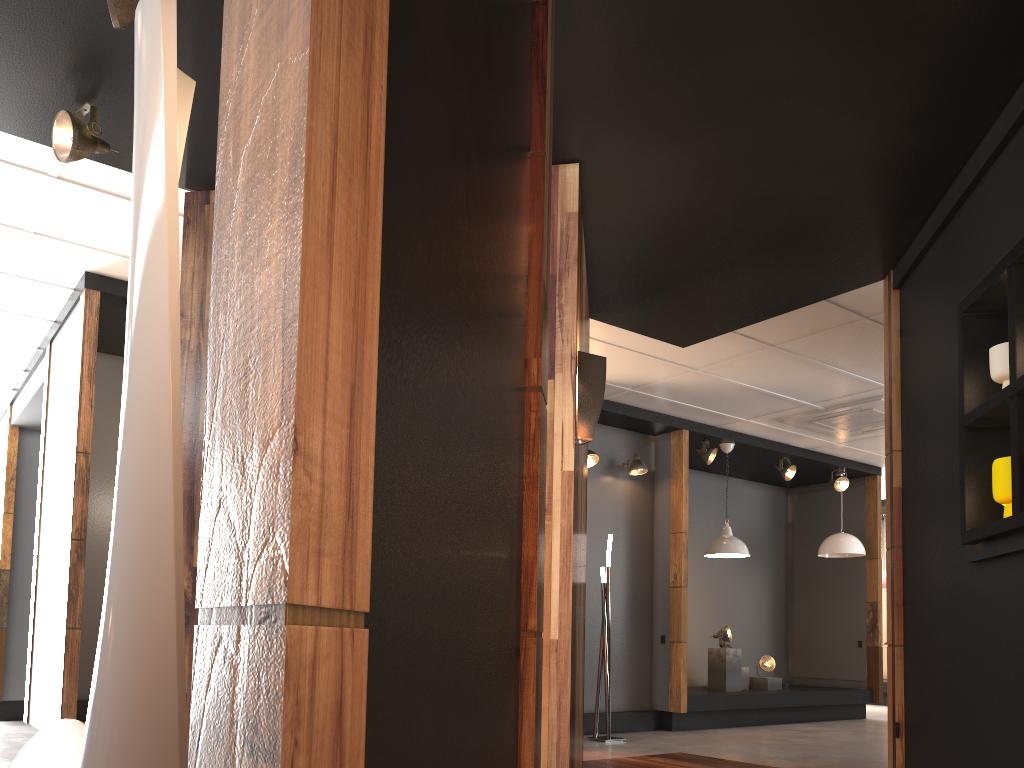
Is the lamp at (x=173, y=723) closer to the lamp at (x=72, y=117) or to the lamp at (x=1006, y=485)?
the lamp at (x=72, y=117)

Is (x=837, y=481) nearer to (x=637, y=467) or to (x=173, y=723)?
(x=637, y=467)

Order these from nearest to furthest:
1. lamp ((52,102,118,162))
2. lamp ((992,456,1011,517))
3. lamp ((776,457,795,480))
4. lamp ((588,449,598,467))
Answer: lamp ((992,456,1011,517)) < lamp ((52,102,118,162)) < lamp ((588,449,598,467)) < lamp ((776,457,795,480))

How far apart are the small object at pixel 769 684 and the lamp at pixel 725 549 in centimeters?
161cm

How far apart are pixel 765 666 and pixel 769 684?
0.20m

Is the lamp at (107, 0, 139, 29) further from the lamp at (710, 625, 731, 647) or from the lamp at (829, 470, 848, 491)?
the lamp at (829, 470, 848, 491)

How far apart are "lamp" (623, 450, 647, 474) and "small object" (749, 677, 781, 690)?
2.83m

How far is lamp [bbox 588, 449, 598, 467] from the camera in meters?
7.8 m

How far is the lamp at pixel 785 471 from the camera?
9.4m

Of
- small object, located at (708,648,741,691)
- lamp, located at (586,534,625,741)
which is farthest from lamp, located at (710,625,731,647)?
lamp, located at (586,534,625,741)
